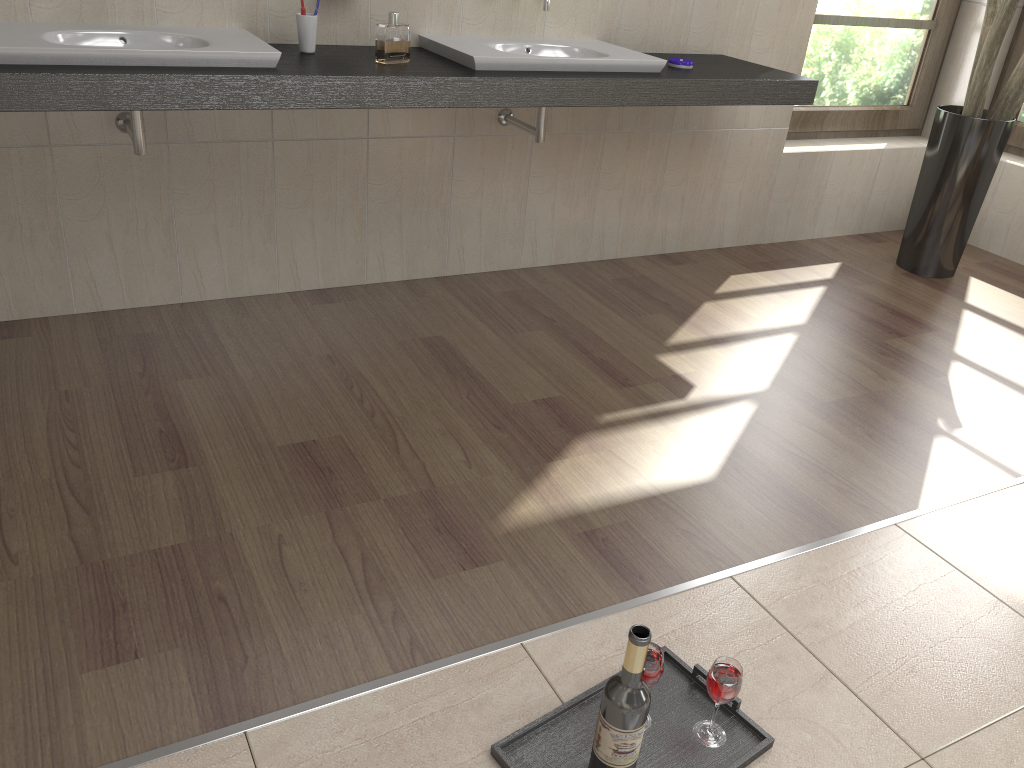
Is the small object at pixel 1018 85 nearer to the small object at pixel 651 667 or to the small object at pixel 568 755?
the small object at pixel 568 755

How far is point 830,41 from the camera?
3.8m

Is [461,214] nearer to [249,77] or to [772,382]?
[249,77]

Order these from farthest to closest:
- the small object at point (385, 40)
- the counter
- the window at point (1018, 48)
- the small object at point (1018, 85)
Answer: the window at point (1018, 48)
the small object at point (1018, 85)
the small object at point (385, 40)
the counter

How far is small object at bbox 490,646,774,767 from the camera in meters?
1.4 m

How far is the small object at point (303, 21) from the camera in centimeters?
241cm

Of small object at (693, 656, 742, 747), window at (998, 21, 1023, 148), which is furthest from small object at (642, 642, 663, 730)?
window at (998, 21, 1023, 148)

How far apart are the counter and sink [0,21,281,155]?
0.0m

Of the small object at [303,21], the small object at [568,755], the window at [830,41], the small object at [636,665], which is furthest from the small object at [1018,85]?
the small object at [636,665]

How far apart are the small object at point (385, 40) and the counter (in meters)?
0.02
